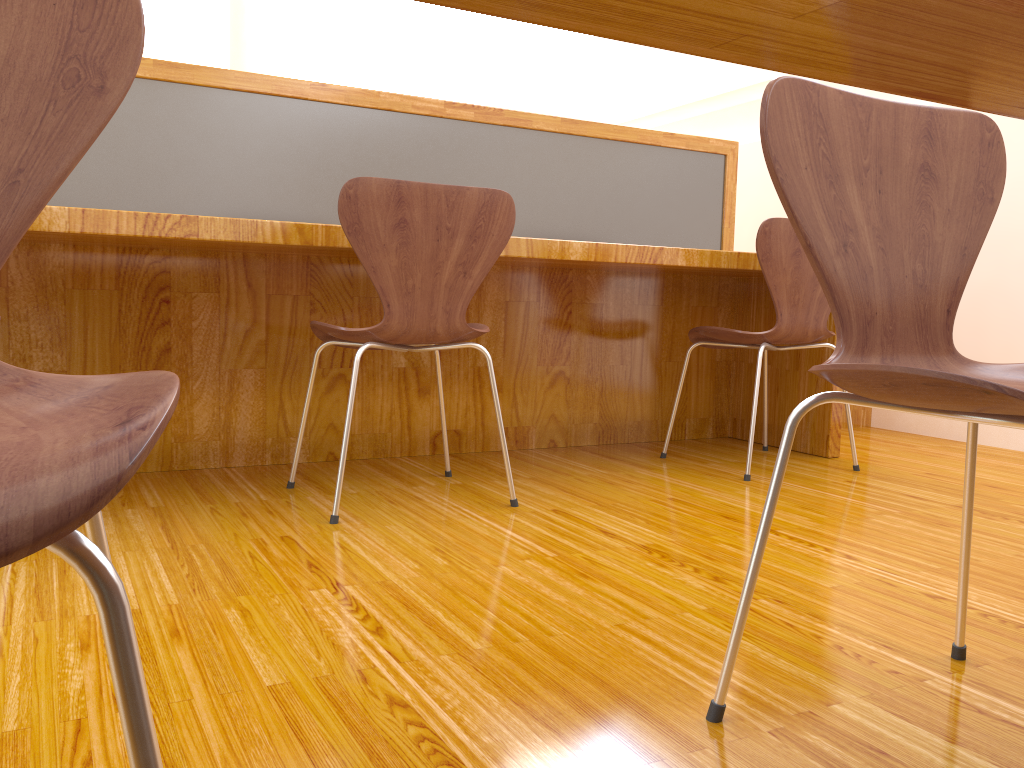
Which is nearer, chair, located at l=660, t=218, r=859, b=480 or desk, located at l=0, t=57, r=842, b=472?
desk, located at l=0, t=57, r=842, b=472

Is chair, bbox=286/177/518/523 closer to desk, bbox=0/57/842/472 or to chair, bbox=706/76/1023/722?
desk, bbox=0/57/842/472

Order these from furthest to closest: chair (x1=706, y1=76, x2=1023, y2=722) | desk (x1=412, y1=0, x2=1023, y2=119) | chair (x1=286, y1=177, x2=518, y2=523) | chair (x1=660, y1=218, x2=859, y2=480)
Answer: chair (x1=660, y1=218, x2=859, y2=480), chair (x1=286, y1=177, x2=518, y2=523), chair (x1=706, y1=76, x2=1023, y2=722), desk (x1=412, y1=0, x2=1023, y2=119)

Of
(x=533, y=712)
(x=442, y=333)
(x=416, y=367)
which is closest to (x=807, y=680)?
(x=533, y=712)

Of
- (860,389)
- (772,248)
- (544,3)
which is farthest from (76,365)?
(544,3)

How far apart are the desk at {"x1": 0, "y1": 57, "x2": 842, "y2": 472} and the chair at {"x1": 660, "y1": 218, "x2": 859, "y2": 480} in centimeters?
14cm

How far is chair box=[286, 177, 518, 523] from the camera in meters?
1.8

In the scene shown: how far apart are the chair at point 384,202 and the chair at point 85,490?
1.11m

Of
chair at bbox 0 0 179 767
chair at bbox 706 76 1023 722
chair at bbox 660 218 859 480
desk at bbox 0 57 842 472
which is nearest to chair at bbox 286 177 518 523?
desk at bbox 0 57 842 472

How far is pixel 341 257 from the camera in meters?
2.4
